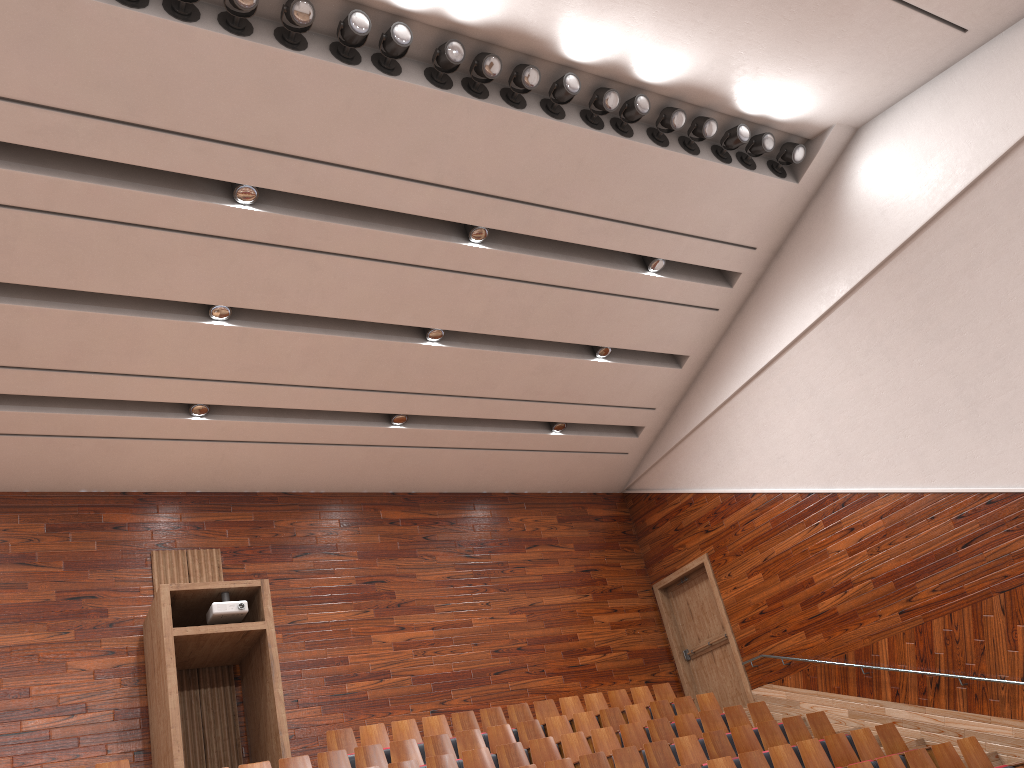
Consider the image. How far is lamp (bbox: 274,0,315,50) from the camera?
0.8m

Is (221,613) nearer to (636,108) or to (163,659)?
(163,659)

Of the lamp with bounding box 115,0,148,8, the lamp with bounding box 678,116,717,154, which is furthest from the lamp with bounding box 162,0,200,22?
the lamp with bounding box 678,116,717,154

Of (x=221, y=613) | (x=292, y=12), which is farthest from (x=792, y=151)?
(x=221, y=613)

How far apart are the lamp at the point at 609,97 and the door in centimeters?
67cm

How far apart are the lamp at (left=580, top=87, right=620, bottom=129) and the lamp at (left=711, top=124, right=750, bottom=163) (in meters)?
0.17

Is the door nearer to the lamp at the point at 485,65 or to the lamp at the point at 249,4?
the lamp at the point at 485,65

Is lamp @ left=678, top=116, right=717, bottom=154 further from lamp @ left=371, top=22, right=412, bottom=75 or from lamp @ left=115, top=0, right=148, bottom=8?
lamp @ left=115, top=0, right=148, bottom=8

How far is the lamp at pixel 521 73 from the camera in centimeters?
90cm

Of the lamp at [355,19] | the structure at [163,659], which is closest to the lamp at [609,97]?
the lamp at [355,19]
